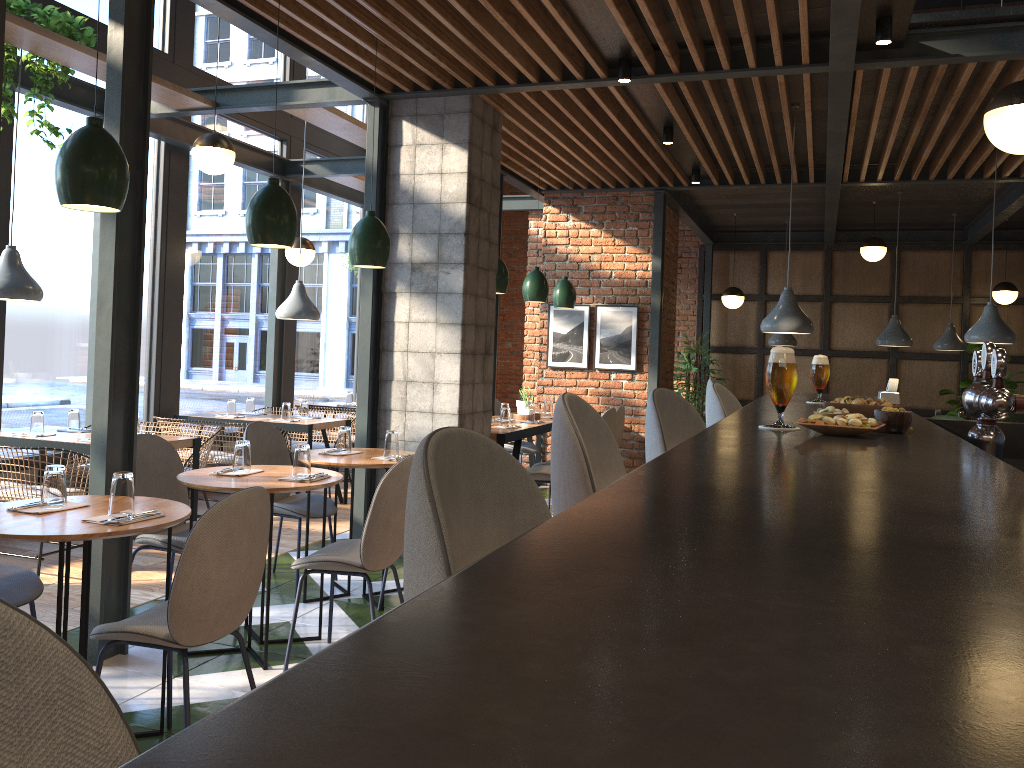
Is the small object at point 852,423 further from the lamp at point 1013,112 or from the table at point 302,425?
the table at point 302,425

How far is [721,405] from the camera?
3.02m

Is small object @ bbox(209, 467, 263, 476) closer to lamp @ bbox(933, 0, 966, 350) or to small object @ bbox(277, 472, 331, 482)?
small object @ bbox(277, 472, 331, 482)

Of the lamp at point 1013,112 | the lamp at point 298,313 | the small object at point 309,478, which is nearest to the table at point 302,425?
the lamp at point 298,313

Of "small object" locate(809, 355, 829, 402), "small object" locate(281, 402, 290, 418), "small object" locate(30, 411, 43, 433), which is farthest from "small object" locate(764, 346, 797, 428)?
"small object" locate(281, 402, 290, 418)

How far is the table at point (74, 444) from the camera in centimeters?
517cm

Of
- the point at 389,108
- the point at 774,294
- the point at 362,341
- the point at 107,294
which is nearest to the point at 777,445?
the point at 107,294

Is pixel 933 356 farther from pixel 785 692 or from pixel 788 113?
pixel 785 692

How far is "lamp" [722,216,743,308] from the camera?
10.60m

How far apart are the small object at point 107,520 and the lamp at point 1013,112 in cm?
324
